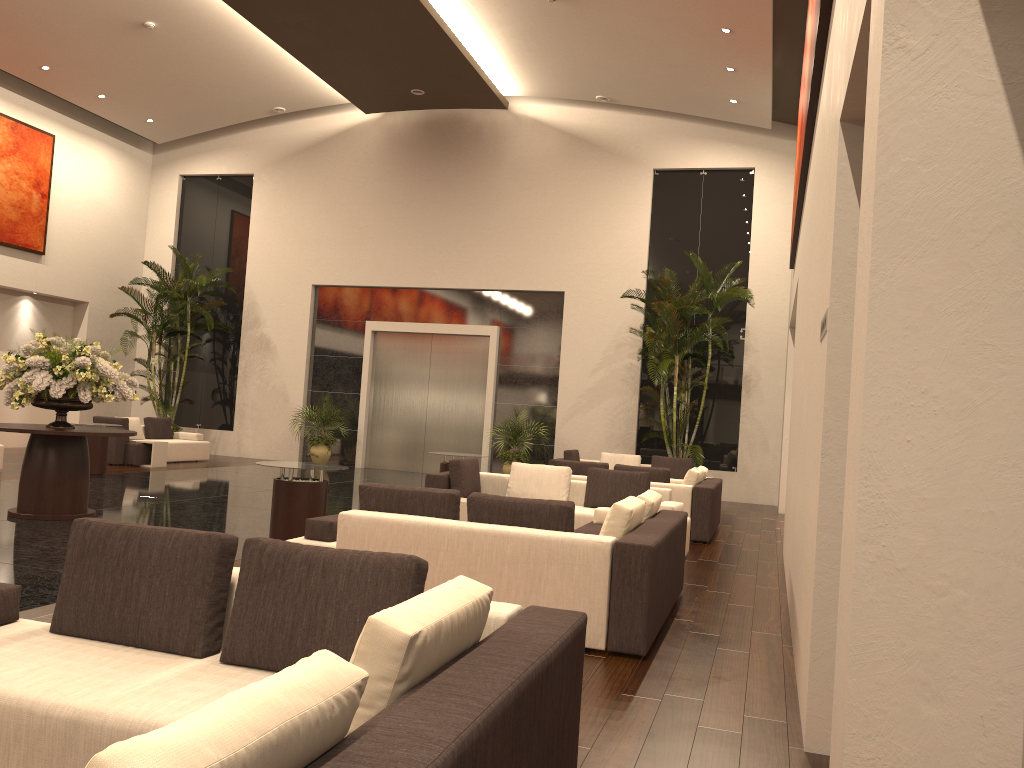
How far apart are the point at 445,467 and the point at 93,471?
5.9 meters

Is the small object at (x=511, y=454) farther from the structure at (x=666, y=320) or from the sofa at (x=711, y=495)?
the sofa at (x=711, y=495)

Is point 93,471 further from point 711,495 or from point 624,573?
point 624,573

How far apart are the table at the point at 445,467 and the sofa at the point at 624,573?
4.10m

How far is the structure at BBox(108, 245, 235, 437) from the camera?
19.0m

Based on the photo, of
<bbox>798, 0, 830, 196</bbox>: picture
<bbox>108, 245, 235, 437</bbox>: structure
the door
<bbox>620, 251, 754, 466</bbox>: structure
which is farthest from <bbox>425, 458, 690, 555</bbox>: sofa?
<bbox>108, 245, 235, 437</bbox>: structure

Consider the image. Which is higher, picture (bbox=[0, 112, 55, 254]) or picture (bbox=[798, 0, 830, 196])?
picture (bbox=[0, 112, 55, 254])

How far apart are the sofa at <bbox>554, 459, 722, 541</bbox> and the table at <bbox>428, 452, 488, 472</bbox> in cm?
163

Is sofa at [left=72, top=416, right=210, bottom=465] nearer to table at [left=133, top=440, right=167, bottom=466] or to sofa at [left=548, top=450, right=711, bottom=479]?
table at [left=133, top=440, right=167, bottom=466]

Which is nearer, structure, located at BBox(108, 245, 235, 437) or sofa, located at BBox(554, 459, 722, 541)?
sofa, located at BBox(554, 459, 722, 541)
